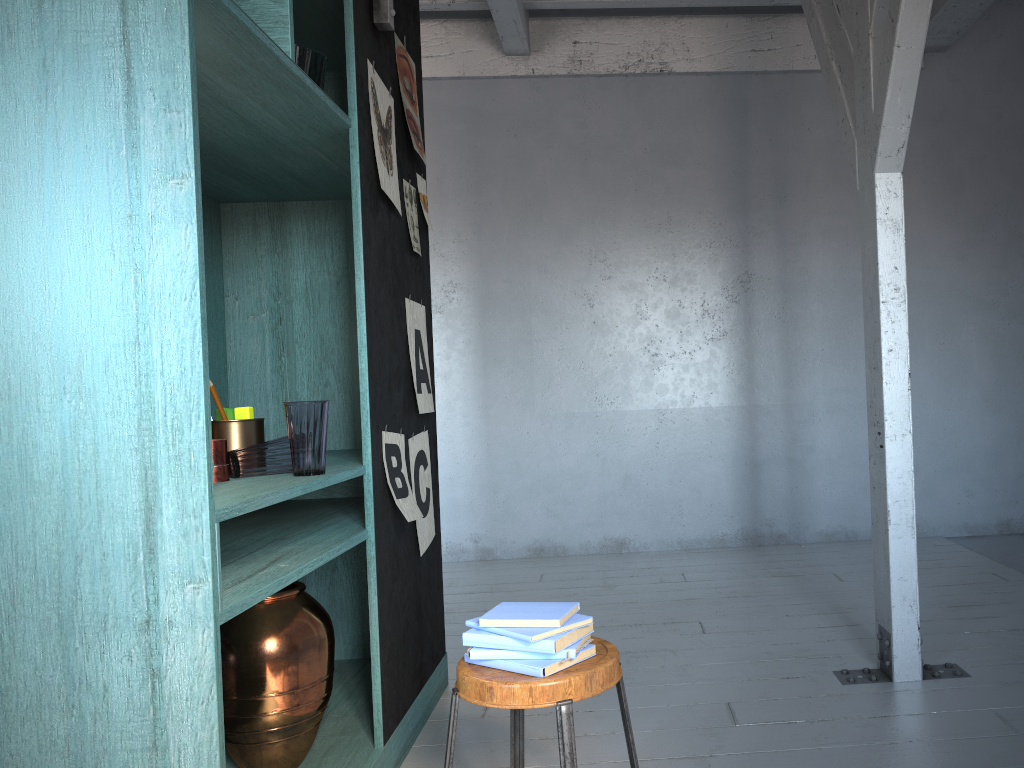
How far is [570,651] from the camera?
2.08m

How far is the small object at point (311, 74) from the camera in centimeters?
283cm

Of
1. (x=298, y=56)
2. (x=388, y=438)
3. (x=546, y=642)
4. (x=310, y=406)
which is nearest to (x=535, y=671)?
(x=546, y=642)

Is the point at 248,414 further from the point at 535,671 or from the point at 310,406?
the point at 535,671

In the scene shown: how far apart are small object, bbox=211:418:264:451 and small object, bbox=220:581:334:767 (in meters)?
0.50

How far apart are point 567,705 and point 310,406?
1.19m

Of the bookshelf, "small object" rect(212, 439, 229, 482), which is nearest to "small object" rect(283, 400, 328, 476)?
the bookshelf

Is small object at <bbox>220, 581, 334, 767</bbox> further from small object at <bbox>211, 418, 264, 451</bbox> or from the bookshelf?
small object at <bbox>211, 418, 264, 451</bbox>

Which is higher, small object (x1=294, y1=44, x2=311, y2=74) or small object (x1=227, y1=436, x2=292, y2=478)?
small object (x1=294, y1=44, x2=311, y2=74)

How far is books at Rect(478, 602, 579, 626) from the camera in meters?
2.1 m
